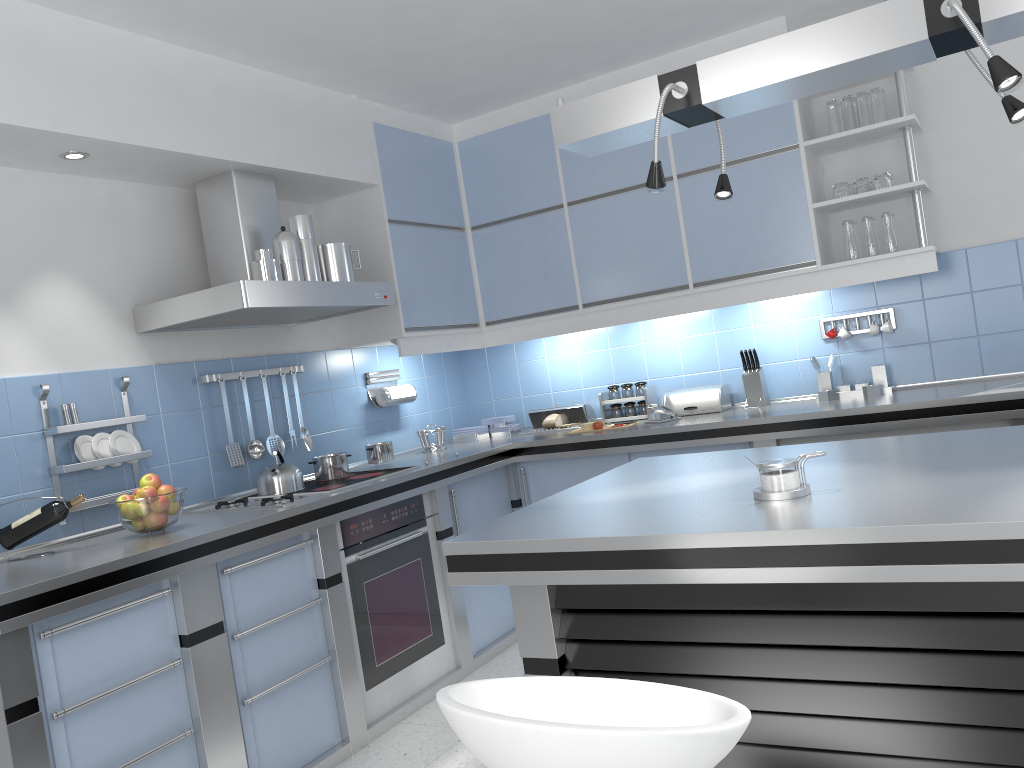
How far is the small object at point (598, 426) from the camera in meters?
4.4

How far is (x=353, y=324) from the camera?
4.4m

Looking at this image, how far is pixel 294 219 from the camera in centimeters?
361cm

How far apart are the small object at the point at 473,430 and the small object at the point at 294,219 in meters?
1.6 m

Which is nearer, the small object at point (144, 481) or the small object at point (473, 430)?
the small object at point (144, 481)

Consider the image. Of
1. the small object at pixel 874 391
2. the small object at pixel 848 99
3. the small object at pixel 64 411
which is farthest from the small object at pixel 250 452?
the small object at pixel 848 99

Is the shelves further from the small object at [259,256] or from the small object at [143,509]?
the small object at [143,509]

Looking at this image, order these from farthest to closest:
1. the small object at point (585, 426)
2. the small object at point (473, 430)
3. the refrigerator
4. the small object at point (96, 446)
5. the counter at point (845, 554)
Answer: the small object at point (473, 430) → the small object at point (585, 426) → the small object at point (96, 446) → the refrigerator → the counter at point (845, 554)

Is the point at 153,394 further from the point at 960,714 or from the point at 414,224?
the point at 960,714

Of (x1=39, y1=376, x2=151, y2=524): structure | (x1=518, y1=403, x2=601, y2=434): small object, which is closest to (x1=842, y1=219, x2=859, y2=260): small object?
(x1=518, y1=403, x2=601, y2=434): small object
